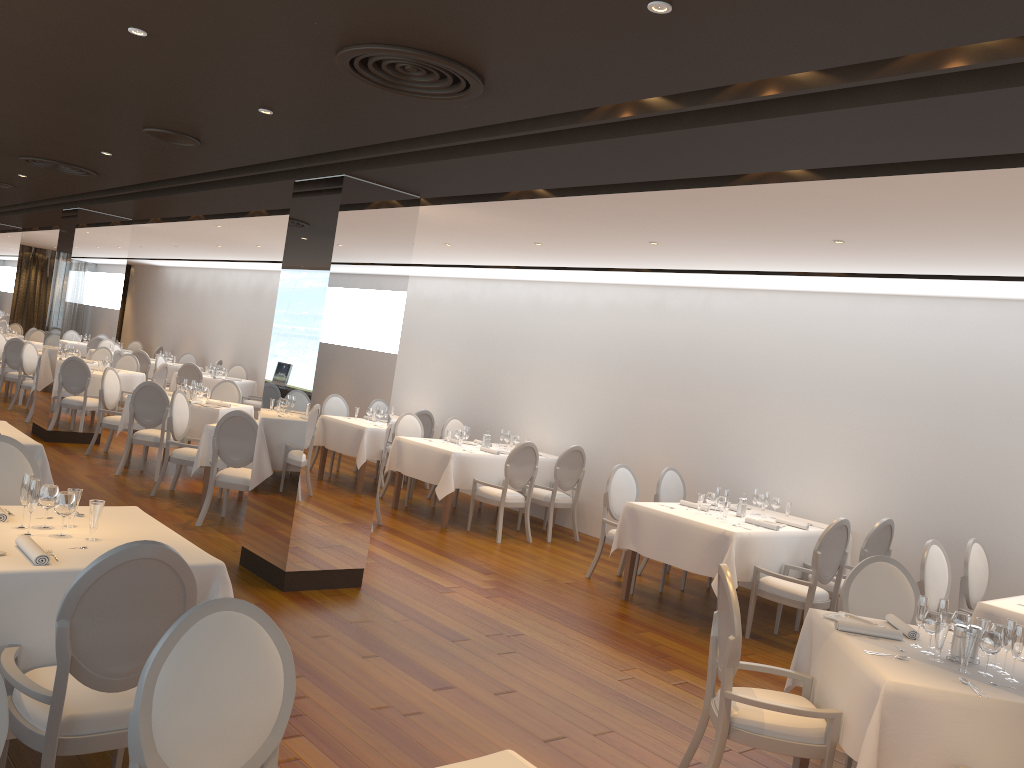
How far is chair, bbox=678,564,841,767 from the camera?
3.82m

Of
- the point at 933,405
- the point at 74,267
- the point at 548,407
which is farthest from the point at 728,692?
the point at 74,267

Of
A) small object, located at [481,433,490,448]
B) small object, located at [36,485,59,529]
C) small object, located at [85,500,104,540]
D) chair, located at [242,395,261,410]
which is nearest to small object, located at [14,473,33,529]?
small object, located at [36,485,59,529]

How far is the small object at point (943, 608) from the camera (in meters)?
4.08

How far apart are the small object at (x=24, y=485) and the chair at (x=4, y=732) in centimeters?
192cm

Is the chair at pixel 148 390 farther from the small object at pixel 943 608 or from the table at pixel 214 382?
the small object at pixel 943 608

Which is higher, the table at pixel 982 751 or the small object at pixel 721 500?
the small object at pixel 721 500

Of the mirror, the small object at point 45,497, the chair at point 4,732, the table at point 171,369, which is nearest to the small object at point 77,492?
the small object at point 45,497

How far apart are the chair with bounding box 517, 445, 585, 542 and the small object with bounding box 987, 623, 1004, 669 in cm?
605

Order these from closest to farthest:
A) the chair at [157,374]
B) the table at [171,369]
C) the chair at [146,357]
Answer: the chair at [157,374], the chair at [146,357], the table at [171,369]
